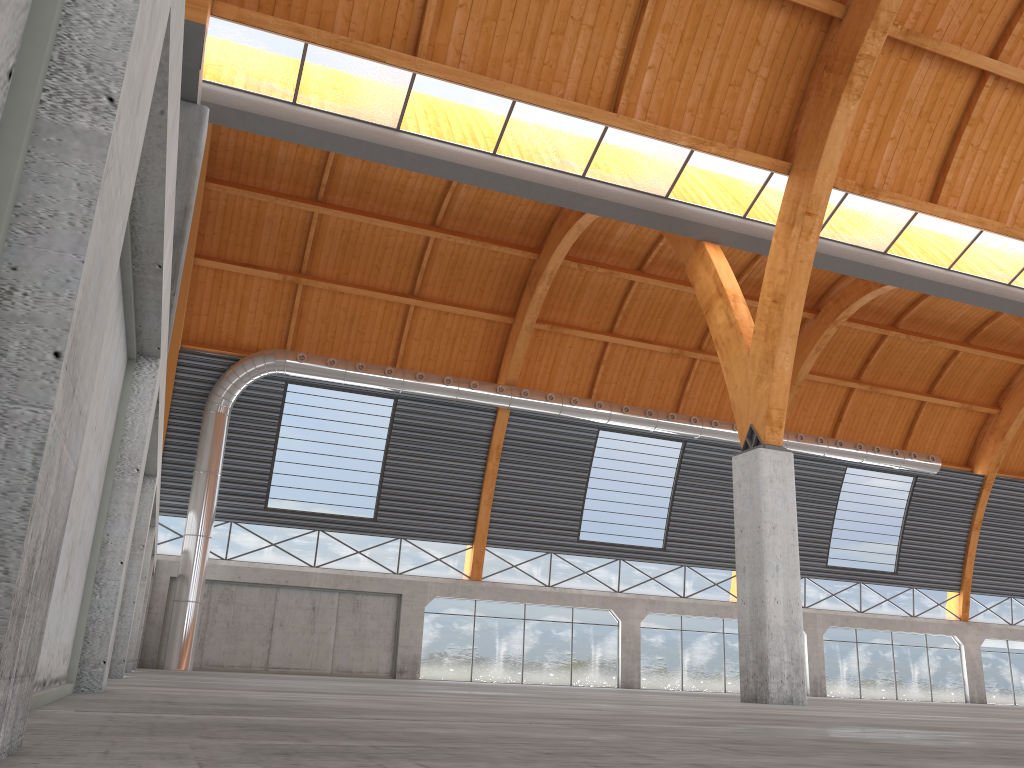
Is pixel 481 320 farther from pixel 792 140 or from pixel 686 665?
pixel 792 140

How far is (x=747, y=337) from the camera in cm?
2632

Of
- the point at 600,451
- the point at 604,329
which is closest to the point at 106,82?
the point at 604,329
